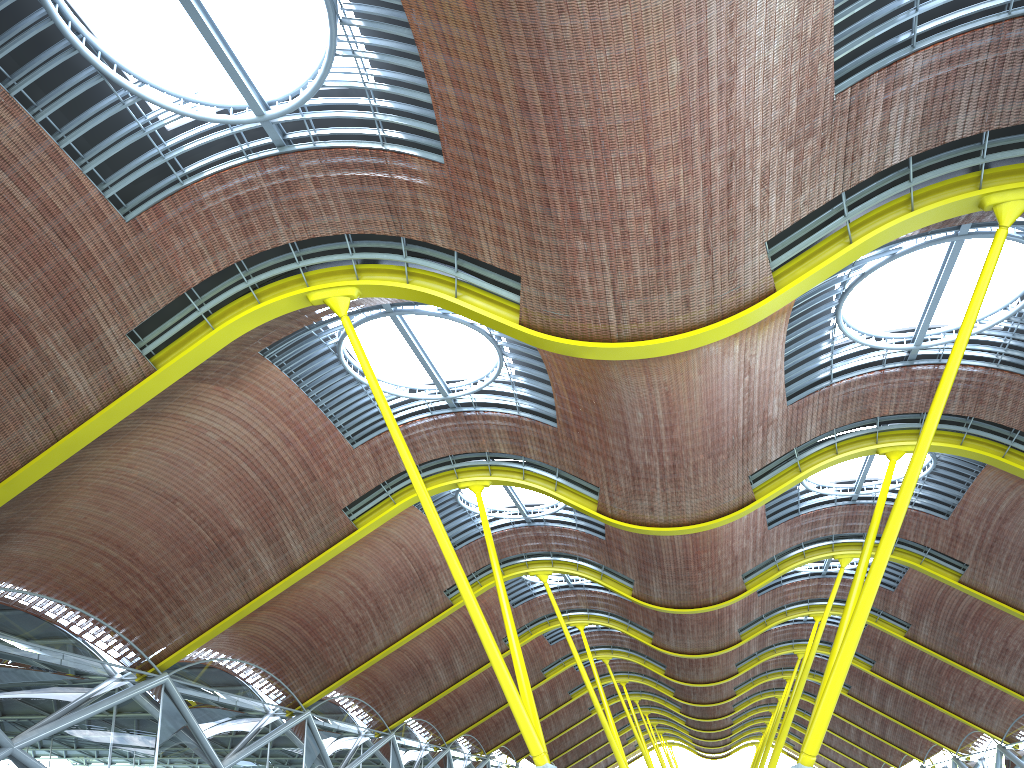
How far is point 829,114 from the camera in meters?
16.4
